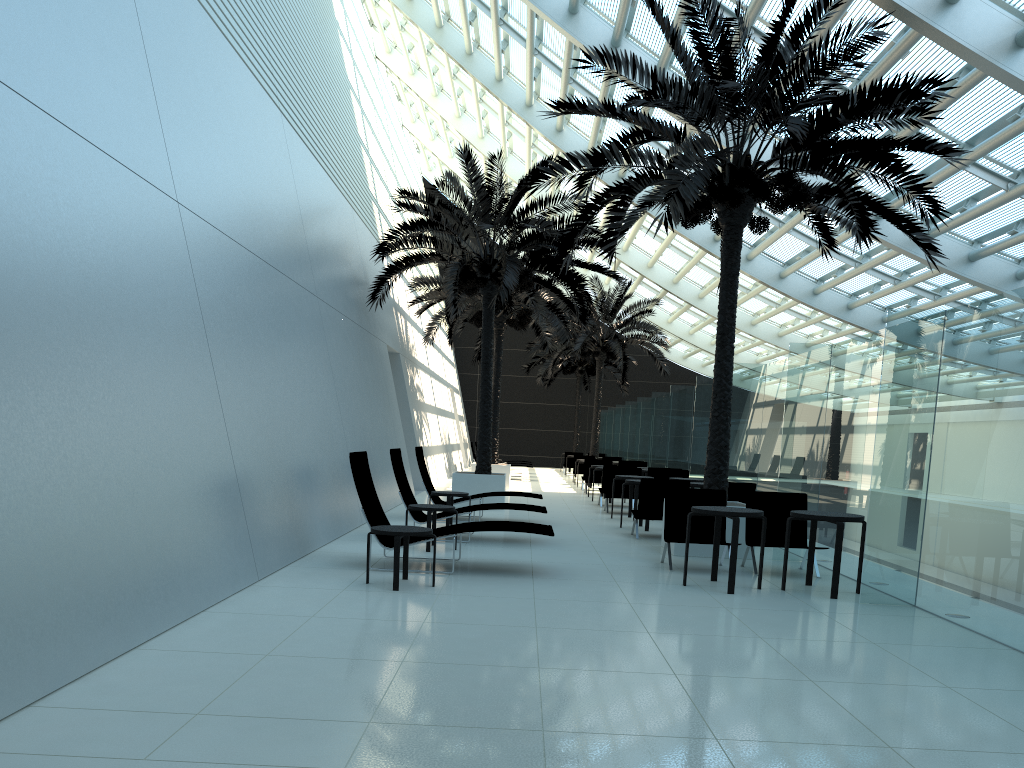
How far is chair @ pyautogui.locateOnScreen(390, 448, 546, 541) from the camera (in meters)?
11.22

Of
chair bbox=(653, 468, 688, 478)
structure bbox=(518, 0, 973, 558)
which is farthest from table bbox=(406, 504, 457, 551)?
chair bbox=(653, 468, 688, 478)

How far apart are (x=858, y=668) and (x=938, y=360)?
3.54m

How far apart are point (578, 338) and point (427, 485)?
15.52m

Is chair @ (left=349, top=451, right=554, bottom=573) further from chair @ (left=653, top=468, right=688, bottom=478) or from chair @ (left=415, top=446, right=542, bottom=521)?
chair @ (left=653, top=468, right=688, bottom=478)

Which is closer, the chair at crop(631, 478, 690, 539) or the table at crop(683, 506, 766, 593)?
the table at crop(683, 506, 766, 593)

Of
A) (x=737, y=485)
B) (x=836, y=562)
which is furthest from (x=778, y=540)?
(x=737, y=485)

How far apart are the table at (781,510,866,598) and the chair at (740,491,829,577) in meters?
0.9

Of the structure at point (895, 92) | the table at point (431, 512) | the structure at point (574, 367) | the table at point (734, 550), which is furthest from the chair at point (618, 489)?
the structure at point (574, 367)

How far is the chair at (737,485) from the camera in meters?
12.3 m
